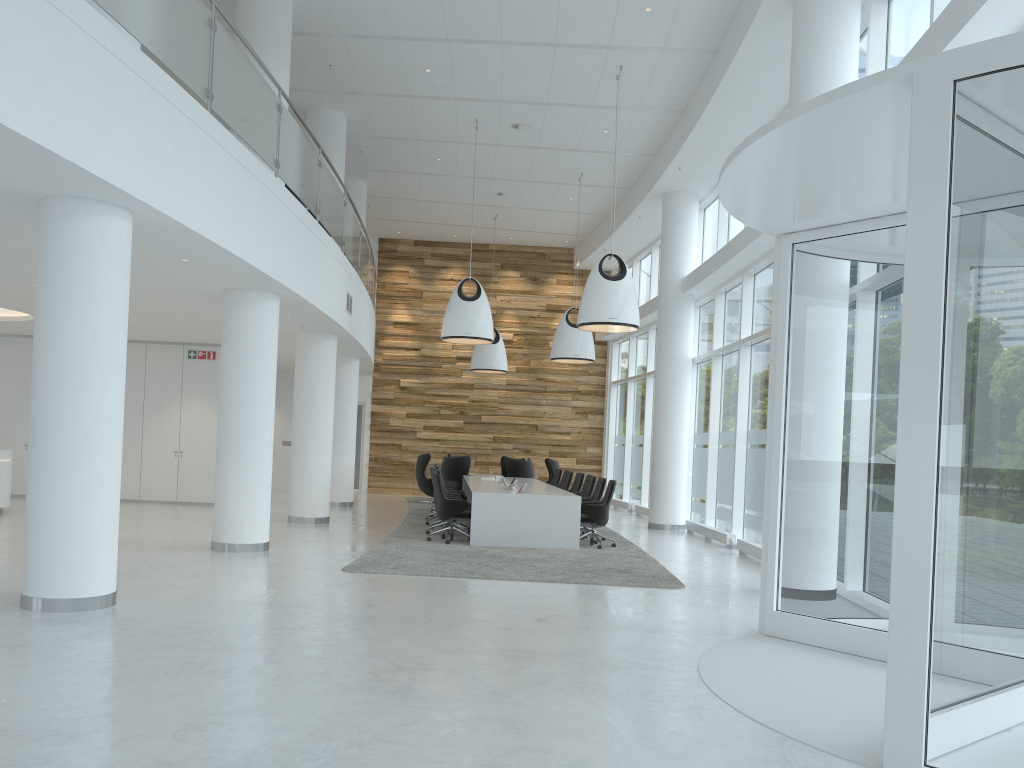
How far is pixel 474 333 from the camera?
14.2 meters

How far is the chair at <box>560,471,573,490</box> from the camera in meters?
16.4 m

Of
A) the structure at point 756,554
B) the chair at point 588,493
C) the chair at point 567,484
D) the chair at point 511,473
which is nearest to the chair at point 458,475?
the chair at point 511,473

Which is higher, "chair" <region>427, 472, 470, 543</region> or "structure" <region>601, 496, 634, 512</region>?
"chair" <region>427, 472, 470, 543</region>

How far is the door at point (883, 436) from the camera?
6.24m

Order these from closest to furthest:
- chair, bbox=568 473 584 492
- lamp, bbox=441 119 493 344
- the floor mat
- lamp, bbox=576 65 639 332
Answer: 1. the floor mat
2. lamp, bbox=576 65 639 332
3. lamp, bbox=441 119 493 344
4. chair, bbox=568 473 584 492

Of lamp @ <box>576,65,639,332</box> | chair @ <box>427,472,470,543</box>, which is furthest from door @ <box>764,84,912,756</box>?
chair @ <box>427,472,470,543</box>

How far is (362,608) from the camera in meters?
7.3 m

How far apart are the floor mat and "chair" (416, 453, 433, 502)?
0.35m

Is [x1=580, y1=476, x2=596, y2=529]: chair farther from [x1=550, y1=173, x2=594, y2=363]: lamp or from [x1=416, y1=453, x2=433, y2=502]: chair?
[x1=416, y1=453, x2=433, y2=502]: chair
